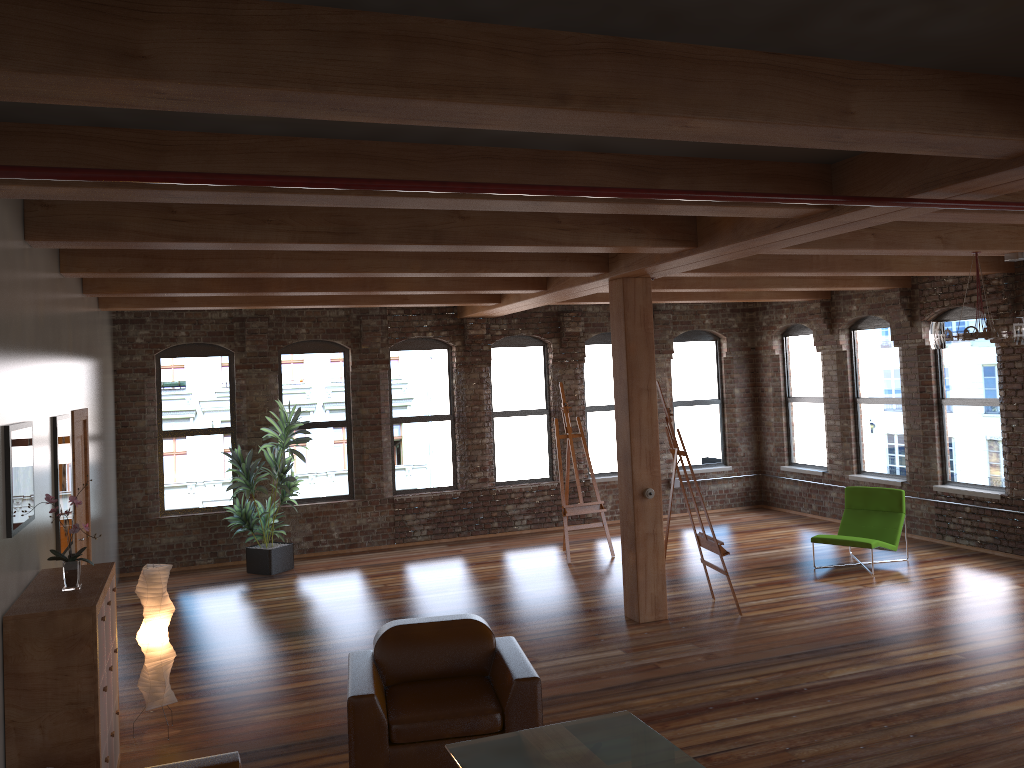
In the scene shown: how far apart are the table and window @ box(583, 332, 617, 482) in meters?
8.8

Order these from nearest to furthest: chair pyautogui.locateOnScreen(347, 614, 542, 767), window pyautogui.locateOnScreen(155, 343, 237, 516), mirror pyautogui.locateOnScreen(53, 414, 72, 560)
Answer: chair pyautogui.locateOnScreen(347, 614, 542, 767), mirror pyautogui.locateOnScreen(53, 414, 72, 560), window pyautogui.locateOnScreen(155, 343, 237, 516)

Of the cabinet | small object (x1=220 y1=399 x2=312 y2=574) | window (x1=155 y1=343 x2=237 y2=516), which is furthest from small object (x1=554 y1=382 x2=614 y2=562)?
the cabinet

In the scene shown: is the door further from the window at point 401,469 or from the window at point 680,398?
the window at point 680,398

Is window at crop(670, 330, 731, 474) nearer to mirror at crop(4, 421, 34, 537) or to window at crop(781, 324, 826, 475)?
window at crop(781, 324, 826, 475)

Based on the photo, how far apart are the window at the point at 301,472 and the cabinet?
6.5m

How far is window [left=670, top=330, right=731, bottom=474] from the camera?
13.85m

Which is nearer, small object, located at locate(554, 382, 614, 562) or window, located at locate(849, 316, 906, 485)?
Answer: small object, located at locate(554, 382, 614, 562)

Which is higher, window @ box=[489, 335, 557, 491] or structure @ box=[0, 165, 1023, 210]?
structure @ box=[0, 165, 1023, 210]

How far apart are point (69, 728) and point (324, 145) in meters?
3.1
